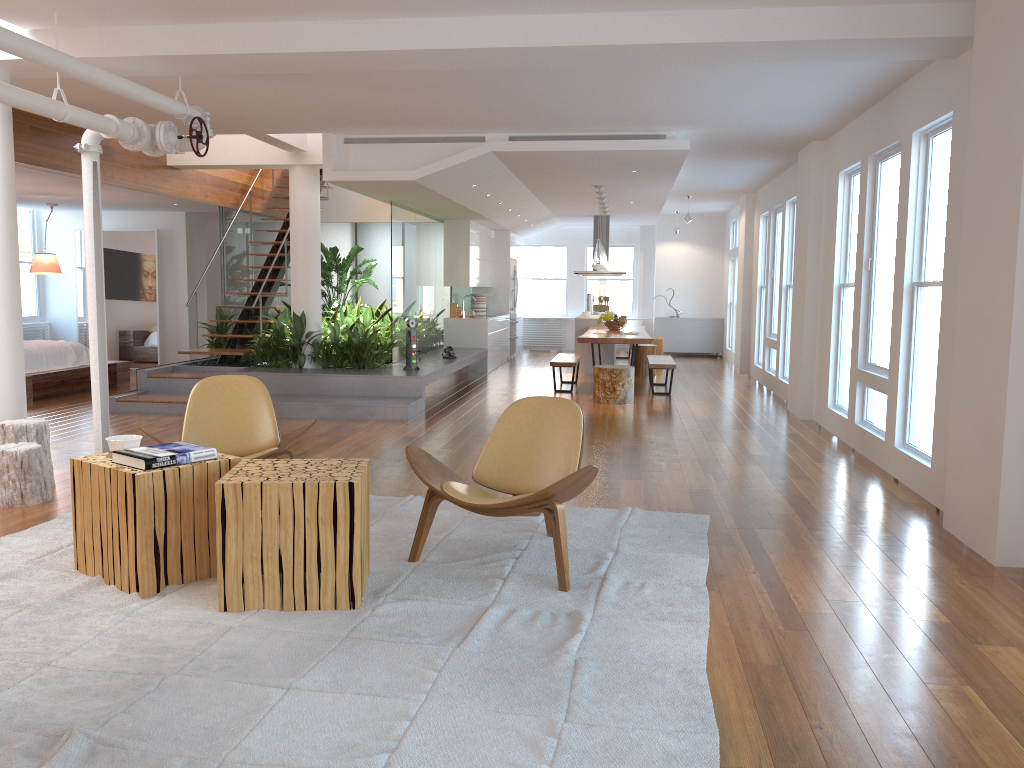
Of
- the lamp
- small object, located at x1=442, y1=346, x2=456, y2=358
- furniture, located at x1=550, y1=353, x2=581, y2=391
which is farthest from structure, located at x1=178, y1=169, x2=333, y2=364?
the lamp

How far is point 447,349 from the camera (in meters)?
11.28

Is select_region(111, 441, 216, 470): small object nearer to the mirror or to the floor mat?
the floor mat

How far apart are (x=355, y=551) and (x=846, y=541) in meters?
2.6

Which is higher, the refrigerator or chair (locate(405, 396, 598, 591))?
the refrigerator

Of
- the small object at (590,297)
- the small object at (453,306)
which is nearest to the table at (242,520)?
the small object at (453,306)

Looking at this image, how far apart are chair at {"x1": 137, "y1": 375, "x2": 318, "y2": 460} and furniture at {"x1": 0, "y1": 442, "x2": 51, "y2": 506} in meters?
0.9 m

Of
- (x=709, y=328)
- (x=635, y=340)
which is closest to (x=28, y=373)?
(x=635, y=340)

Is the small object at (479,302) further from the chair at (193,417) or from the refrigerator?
the chair at (193,417)

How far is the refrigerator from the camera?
16.0 meters
